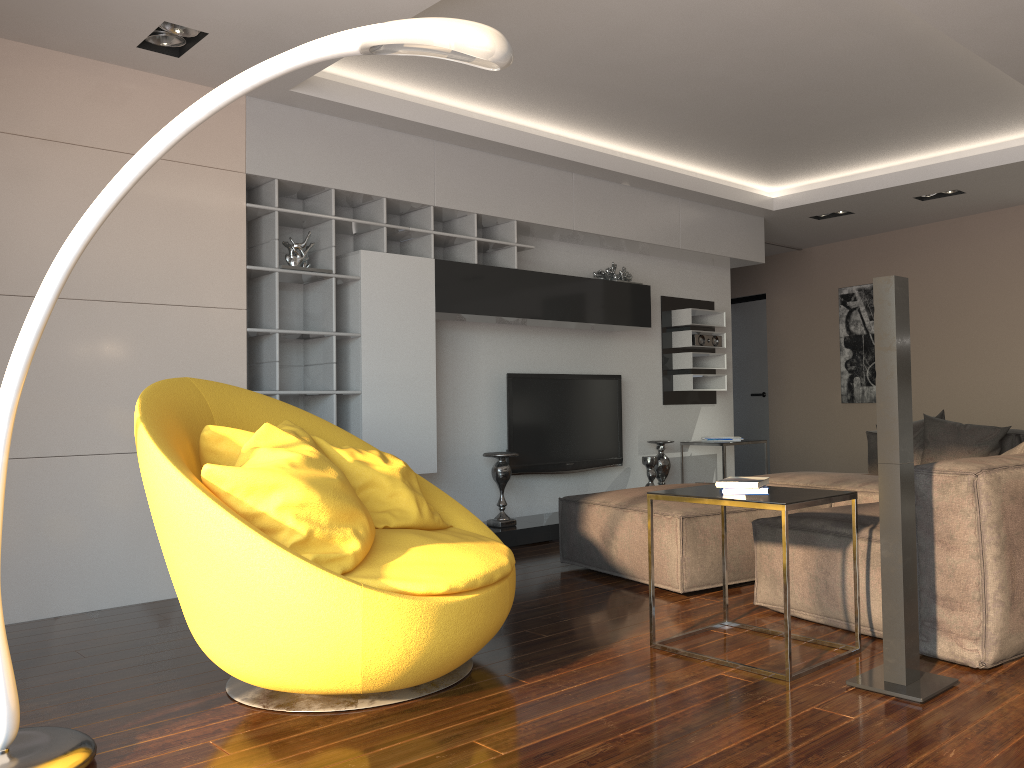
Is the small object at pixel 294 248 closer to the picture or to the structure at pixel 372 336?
the structure at pixel 372 336

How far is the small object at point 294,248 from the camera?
4.9m

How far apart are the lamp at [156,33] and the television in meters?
2.9 m

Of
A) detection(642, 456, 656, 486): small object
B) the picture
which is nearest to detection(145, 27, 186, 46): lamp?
detection(642, 456, 656, 486): small object

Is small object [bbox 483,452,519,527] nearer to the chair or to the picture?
the chair

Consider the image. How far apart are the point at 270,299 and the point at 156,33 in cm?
142

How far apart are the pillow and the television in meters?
2.1 m

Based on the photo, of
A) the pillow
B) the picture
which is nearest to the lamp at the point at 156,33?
the pillow

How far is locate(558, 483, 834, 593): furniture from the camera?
3.95m

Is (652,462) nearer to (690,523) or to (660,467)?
(660,467)
